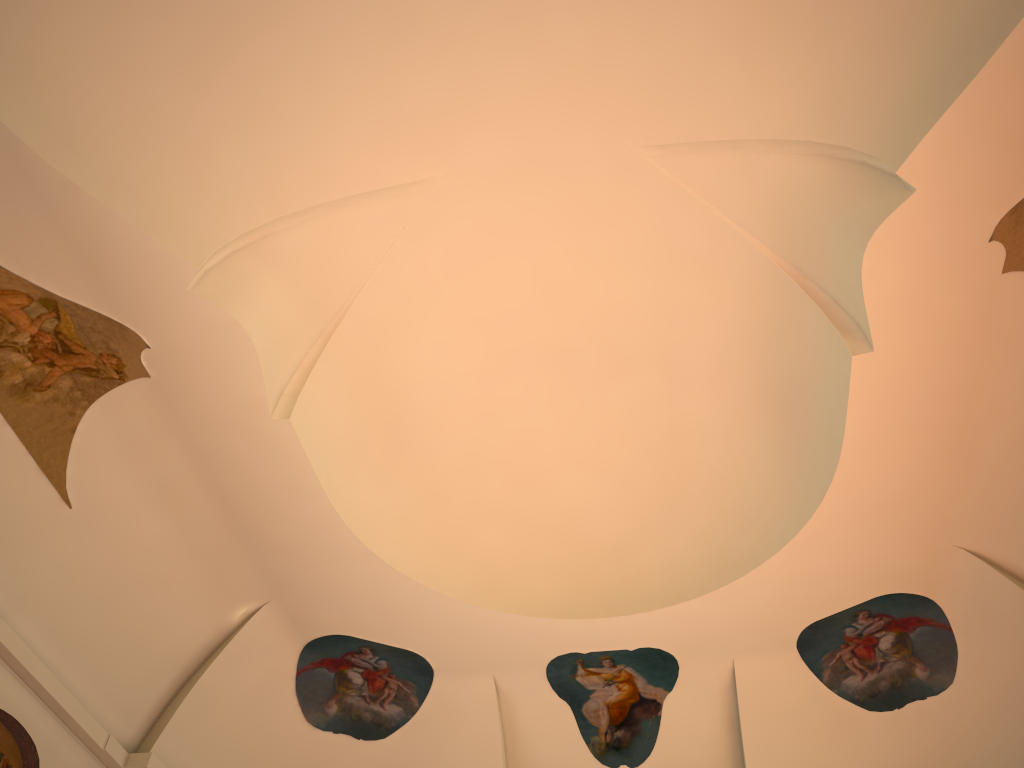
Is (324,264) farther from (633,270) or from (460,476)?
(460,476)
